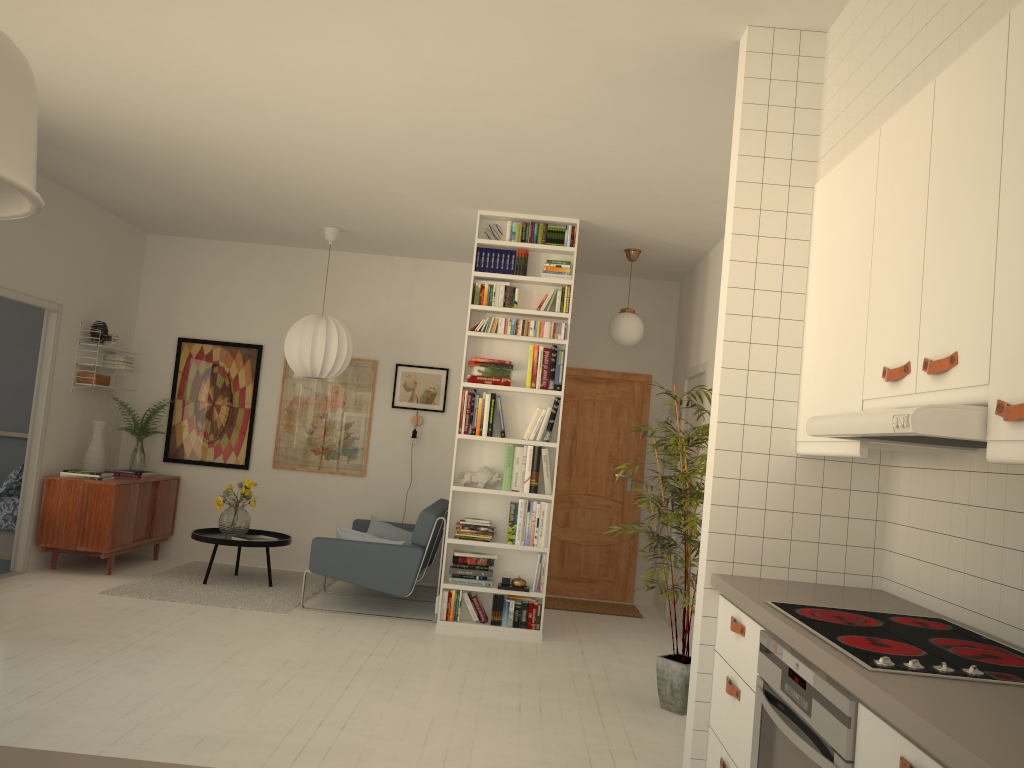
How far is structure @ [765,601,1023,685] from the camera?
1.8 meters

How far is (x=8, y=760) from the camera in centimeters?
111cm

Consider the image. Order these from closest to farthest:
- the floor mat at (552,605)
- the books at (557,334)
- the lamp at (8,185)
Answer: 1. the lamp at (8,185)
2. the books at (557,334)
3. the floor mat at (552,605)

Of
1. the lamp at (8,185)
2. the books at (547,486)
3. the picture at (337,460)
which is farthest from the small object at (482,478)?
the lamp at (8,185)

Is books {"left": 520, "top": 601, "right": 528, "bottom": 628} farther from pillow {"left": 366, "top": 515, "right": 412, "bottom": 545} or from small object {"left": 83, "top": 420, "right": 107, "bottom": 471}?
small object {"left": 83, "top": 420, "right": 107, "bottom": 471}

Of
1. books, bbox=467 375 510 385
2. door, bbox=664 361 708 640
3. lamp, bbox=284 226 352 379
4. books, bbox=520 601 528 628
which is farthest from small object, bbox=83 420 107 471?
door, bbox=664 361 708 640

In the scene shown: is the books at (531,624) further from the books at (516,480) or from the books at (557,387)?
the books at (557,387)

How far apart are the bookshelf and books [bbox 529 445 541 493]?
0.42m

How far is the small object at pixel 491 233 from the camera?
6.16m

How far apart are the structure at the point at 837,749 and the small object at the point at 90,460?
6.1 meters
